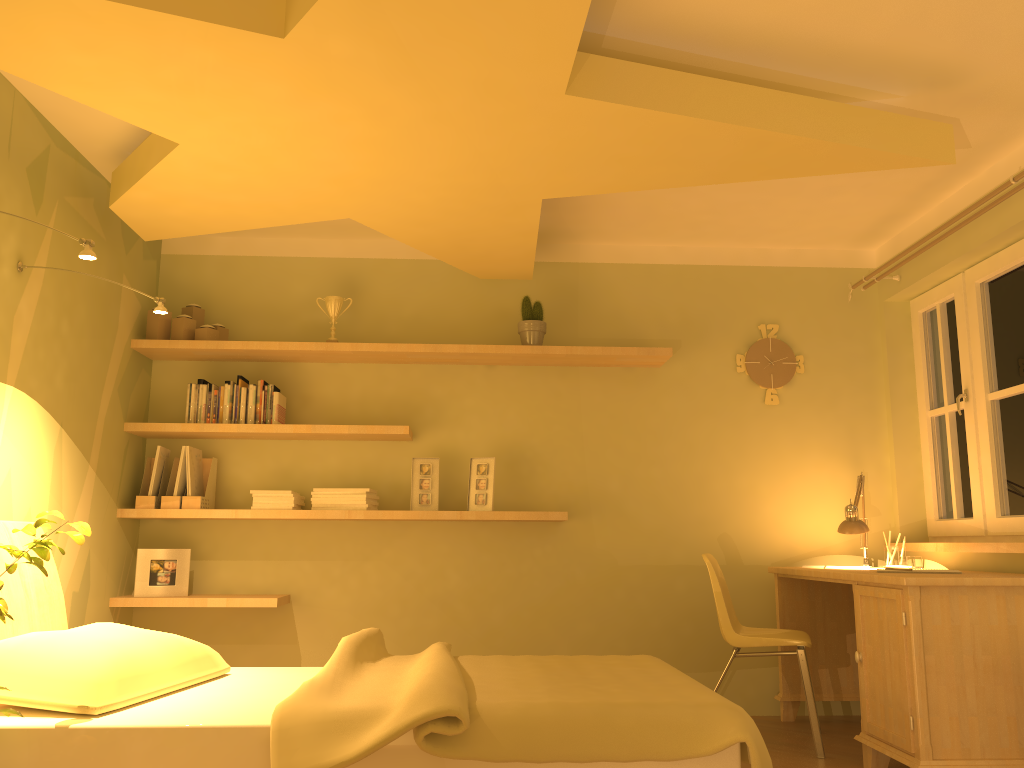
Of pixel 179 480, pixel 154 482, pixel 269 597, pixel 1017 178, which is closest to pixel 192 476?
pixel 179 480

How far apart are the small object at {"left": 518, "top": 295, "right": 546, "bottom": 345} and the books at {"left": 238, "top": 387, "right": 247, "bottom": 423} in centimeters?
137cm

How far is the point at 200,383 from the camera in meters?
4.3 m

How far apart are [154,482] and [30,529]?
2.04m

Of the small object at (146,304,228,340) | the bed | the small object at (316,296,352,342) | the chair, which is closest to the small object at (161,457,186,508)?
the small object at (146,304,228,340)

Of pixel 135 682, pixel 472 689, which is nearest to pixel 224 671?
pixel 135 682

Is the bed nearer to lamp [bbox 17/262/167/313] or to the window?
lamp [bbox 17/262/167/313]

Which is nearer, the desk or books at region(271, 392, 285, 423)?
the desk

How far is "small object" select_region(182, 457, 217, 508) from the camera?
4.1 meters

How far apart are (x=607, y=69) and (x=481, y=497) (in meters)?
2.21
